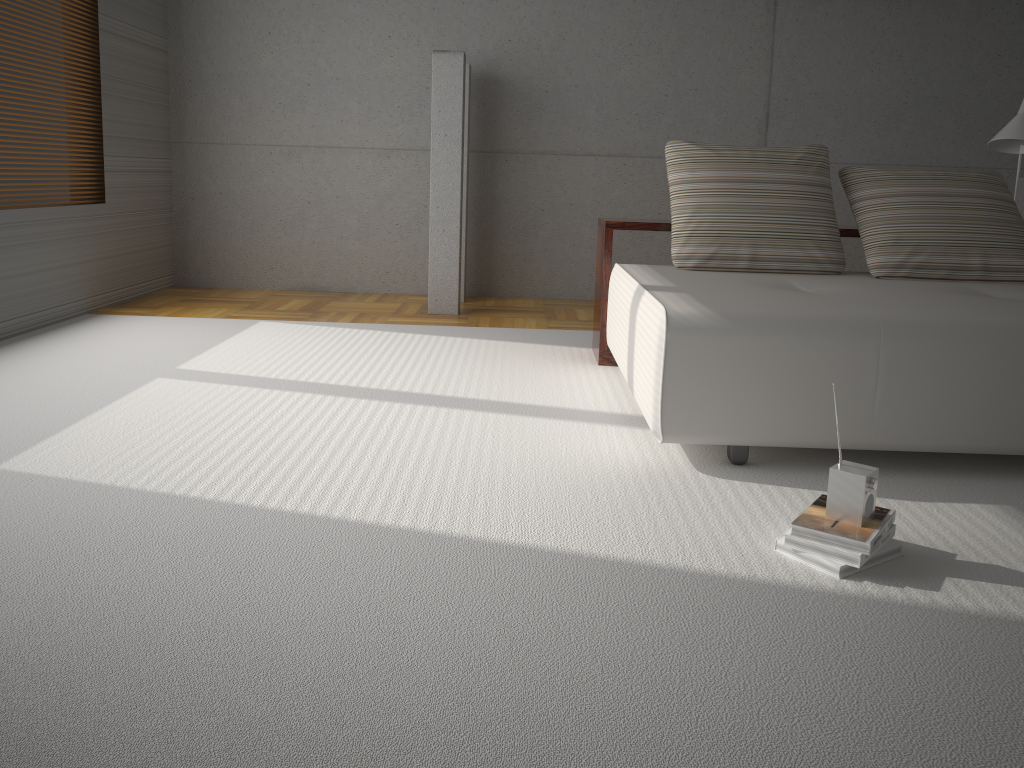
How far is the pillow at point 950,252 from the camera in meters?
3.8 m

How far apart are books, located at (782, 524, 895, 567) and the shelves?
2.23m

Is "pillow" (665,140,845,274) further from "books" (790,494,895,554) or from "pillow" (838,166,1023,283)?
"books" (790,494,895,554)

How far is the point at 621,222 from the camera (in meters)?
4.25

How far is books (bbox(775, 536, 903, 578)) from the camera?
2.1 meters

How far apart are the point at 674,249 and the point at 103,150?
4.12m

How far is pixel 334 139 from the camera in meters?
6.5

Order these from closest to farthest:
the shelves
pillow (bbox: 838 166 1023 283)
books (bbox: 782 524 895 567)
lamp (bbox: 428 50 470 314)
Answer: books (bbox: 782 524 895 567) < pillow (bbox: 838 166 1023 283) < the shelves < lamp (bbox: 428 50 470 314)

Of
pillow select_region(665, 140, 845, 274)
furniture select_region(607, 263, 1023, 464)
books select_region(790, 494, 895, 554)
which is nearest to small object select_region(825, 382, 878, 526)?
books select_region(790, 494, 895, 554)

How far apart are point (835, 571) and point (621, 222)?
2.5 meters
